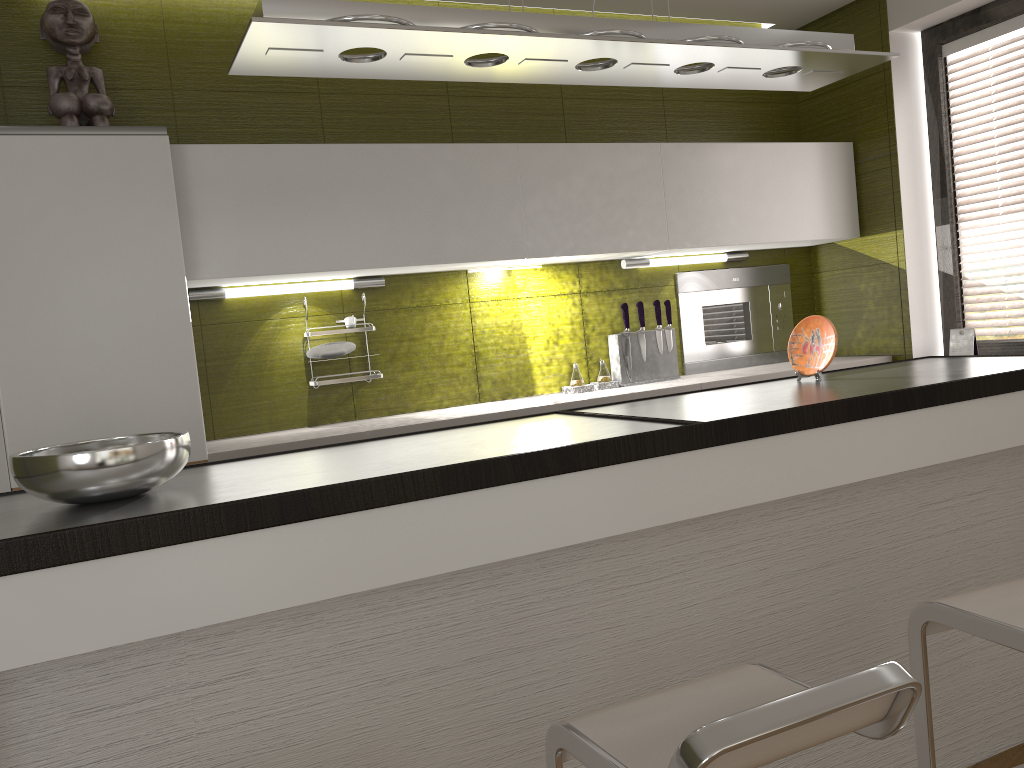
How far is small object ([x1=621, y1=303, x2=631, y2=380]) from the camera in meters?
3.7

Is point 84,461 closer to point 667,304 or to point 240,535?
point 240,535

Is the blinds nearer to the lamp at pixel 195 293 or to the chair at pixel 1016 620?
the chair at pixel 1016 620

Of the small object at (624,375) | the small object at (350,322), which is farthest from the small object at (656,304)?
the small object at (350,322)

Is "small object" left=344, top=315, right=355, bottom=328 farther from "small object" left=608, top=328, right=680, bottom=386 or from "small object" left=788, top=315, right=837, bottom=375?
"small object" left=788, top=315, right=837, bottom=375

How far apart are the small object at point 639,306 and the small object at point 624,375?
0.03m

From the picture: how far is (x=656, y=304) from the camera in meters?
3.8

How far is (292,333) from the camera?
3.3m

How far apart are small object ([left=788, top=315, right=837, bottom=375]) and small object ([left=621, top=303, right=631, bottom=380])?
1.1m

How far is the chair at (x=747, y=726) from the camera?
1.1m
